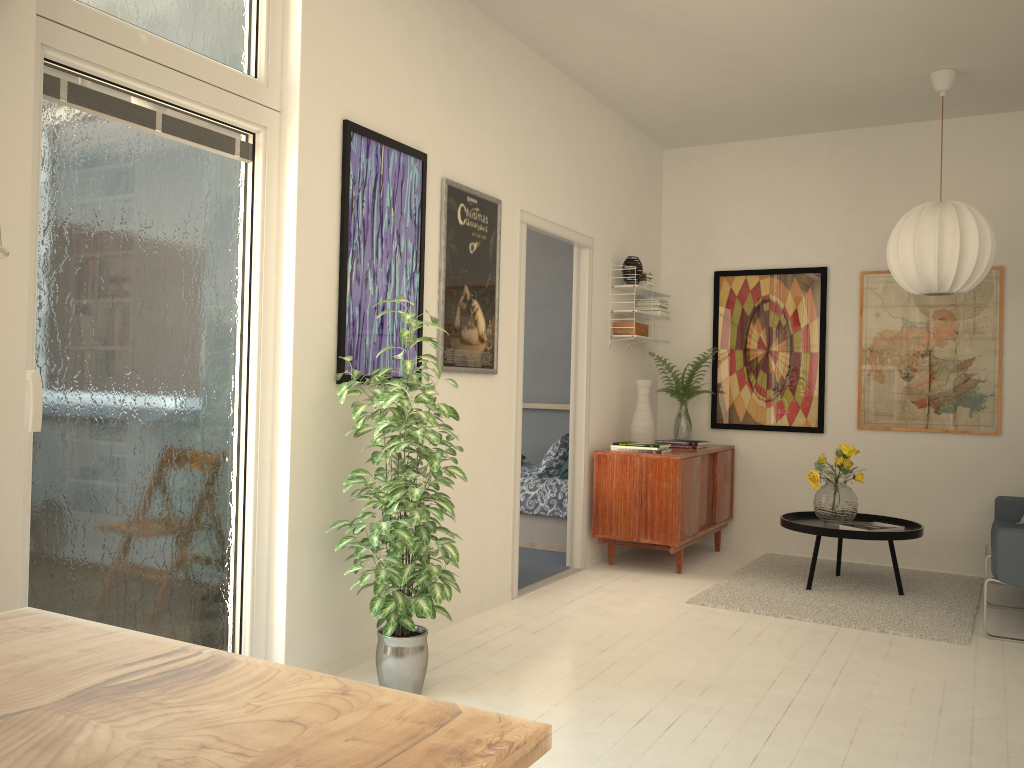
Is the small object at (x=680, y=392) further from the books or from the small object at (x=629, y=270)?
the books

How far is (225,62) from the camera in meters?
3.0 m

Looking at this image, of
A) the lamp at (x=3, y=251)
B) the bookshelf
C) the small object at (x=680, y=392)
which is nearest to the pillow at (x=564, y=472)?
the small object at (x=680, y=392)

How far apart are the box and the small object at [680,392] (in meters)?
0.56

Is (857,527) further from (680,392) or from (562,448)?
(562,448)

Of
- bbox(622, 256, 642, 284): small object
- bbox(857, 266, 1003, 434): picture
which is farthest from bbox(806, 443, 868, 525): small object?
bbox(622, 256, 642, 284): small object

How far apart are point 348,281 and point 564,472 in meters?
3.0 m

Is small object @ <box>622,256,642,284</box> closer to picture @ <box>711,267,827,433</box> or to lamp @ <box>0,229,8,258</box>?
picture @ <box>711,267,827,433</box>

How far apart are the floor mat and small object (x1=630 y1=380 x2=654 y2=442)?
1.0 meters

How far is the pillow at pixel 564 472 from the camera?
6.1 meters
